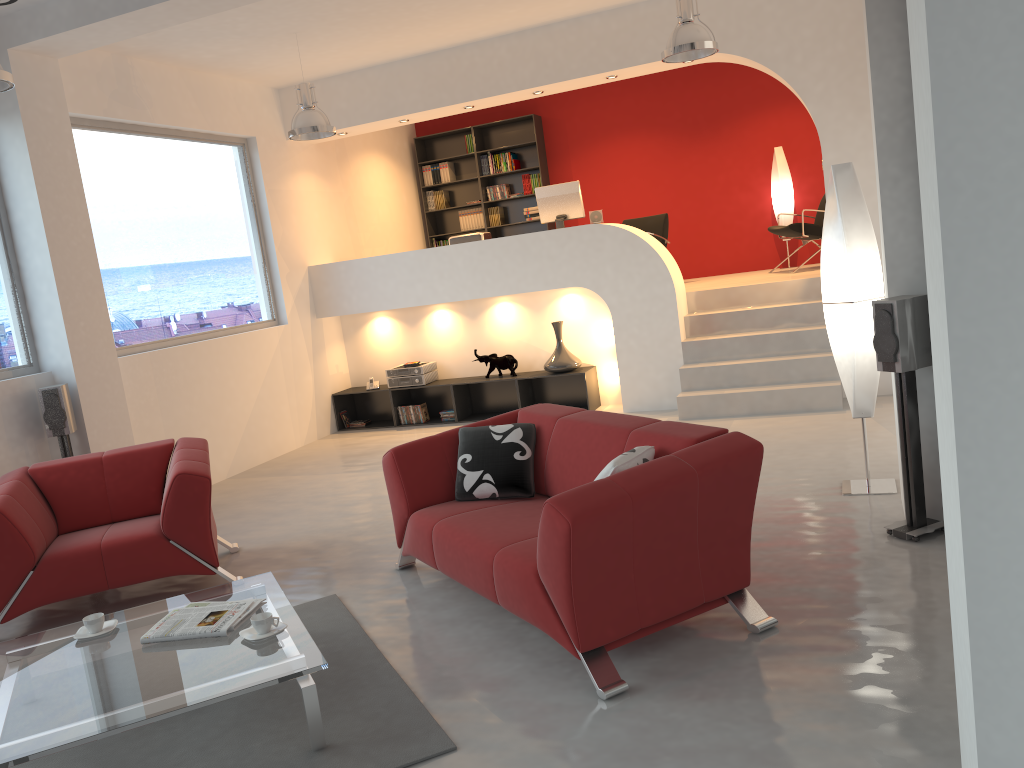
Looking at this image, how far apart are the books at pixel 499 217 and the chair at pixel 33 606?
6.57m

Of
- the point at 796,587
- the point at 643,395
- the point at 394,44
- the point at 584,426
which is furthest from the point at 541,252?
the point at 796,587

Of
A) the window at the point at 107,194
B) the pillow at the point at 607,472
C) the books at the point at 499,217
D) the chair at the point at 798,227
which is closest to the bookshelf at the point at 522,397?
the window at the point at 107,194

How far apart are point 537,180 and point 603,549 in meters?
8.4 m

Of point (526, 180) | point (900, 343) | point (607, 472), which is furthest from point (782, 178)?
point (607, 472)

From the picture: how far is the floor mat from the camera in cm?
291

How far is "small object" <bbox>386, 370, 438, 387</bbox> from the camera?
8.9m

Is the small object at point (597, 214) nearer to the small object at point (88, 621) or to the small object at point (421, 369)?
the small object at point (421, 369)

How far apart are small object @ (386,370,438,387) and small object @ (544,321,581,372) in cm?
131

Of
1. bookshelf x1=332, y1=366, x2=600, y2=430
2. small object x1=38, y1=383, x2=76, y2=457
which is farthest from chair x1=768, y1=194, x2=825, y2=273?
small object x1=38, y1=383, x2=76, y2=457
